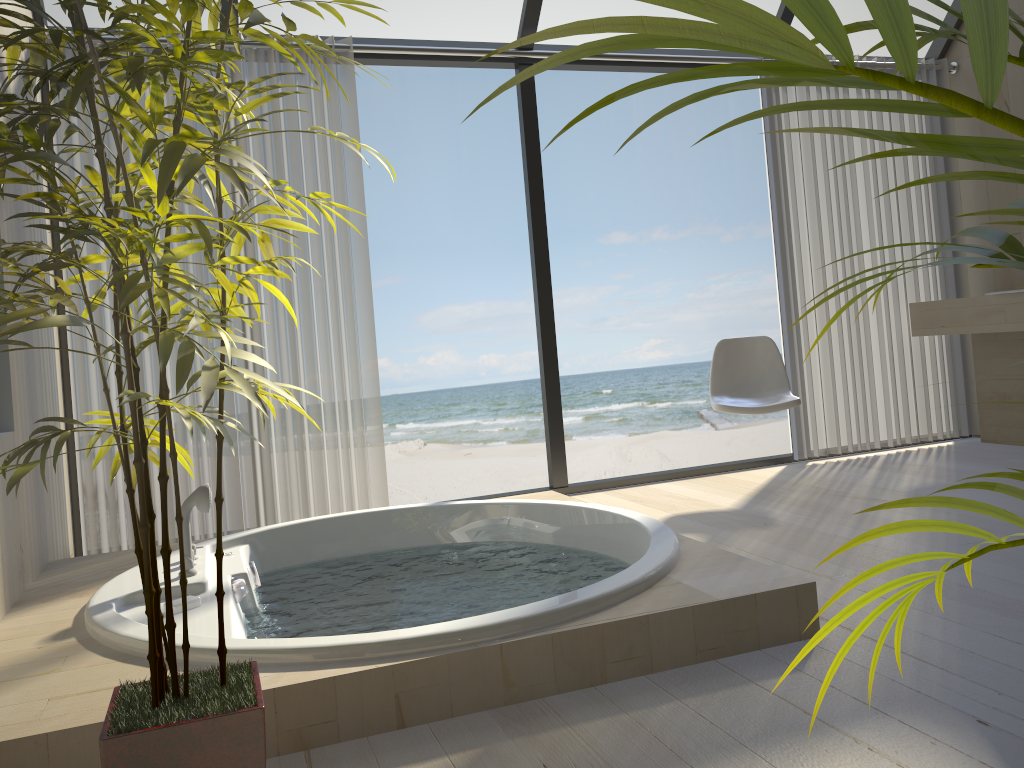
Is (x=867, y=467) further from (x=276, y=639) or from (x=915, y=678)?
(x=276, y=639)

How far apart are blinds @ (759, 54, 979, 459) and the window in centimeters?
9cm

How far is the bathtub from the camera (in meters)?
1.71

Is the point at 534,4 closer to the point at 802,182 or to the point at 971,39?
the point at 802,182

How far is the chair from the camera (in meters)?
3.83

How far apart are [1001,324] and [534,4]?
2.6 meters

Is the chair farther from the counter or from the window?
the counter

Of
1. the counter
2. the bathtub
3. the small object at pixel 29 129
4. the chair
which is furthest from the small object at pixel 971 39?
the counter

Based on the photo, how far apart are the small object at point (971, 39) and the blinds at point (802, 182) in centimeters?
379cm

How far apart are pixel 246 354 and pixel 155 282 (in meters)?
0.14
